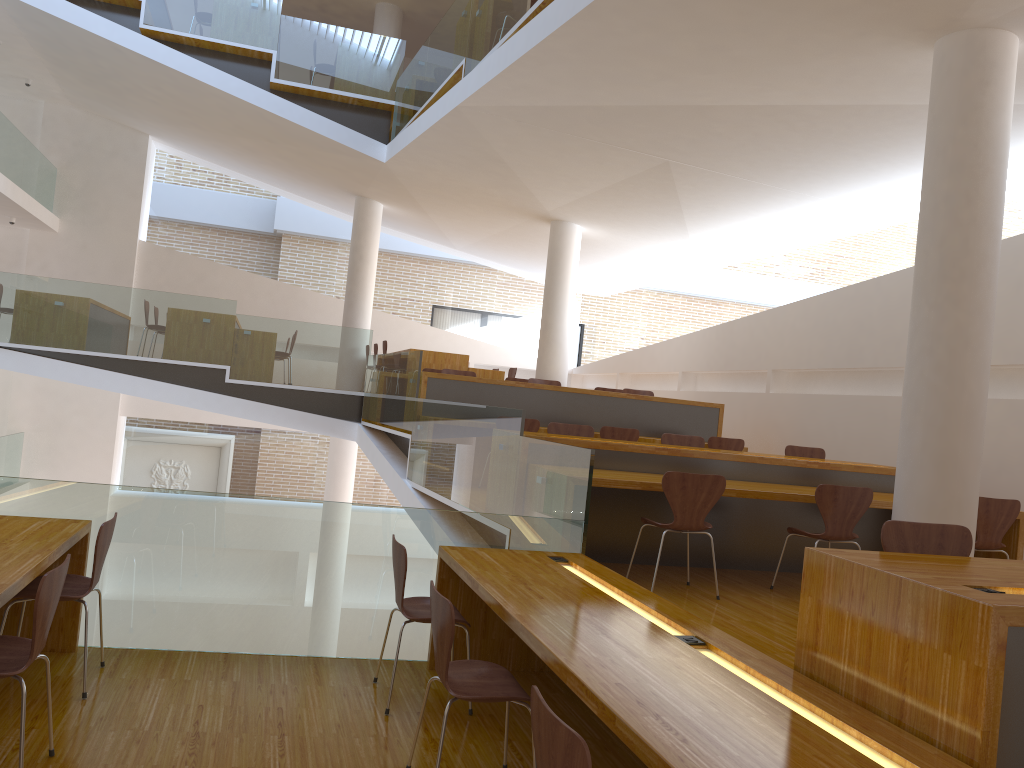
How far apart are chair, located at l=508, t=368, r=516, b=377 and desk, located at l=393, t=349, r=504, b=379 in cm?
89

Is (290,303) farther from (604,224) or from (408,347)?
(604,224)

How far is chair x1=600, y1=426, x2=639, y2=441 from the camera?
8.1m

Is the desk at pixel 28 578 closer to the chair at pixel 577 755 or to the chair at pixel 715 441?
the chair at pixel 577 755

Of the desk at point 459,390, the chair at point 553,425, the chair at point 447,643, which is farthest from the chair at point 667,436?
the chair at point 447,643

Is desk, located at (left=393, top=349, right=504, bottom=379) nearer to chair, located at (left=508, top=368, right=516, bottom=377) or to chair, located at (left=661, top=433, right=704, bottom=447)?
chair, located at (left=508, top=368, right=516, bottom=377)

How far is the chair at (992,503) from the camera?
5.5m

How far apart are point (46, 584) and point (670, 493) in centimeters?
318cm

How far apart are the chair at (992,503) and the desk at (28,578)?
5.0m

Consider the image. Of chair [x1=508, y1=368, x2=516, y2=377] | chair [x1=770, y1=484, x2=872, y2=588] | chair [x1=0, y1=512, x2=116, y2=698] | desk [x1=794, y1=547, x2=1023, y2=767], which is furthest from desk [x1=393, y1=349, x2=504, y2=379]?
desk [x1=794, y1=547, x2=1023, y2=767]
